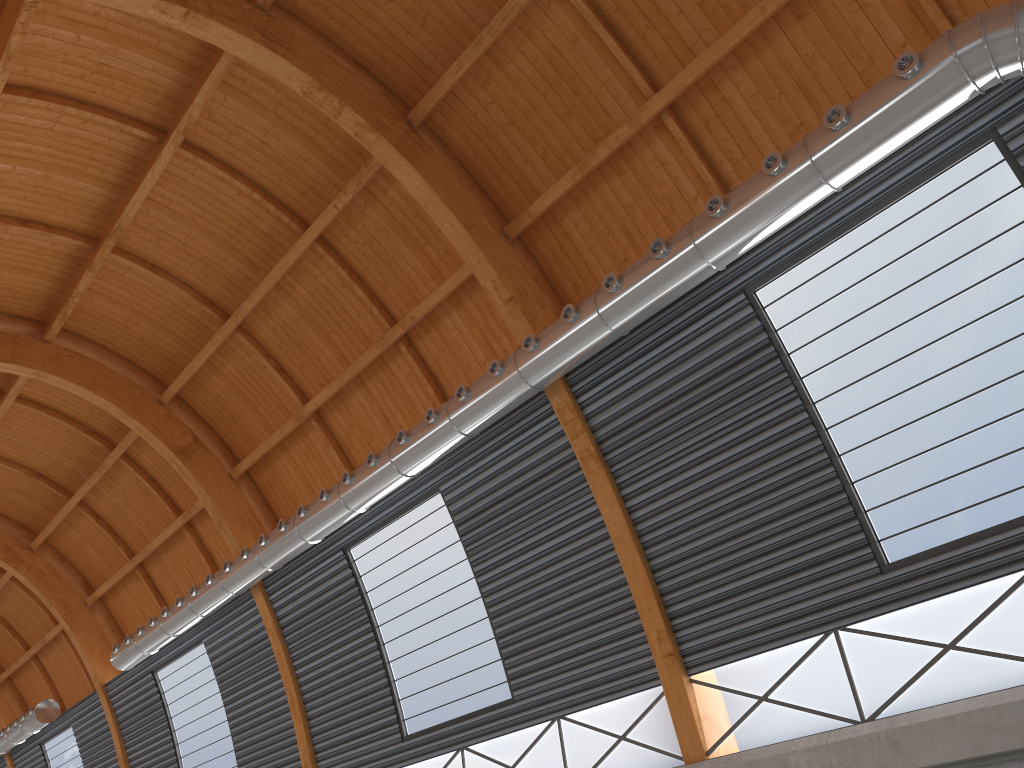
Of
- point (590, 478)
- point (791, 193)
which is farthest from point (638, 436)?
point (791, 193)

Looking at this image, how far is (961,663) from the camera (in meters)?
16.02
